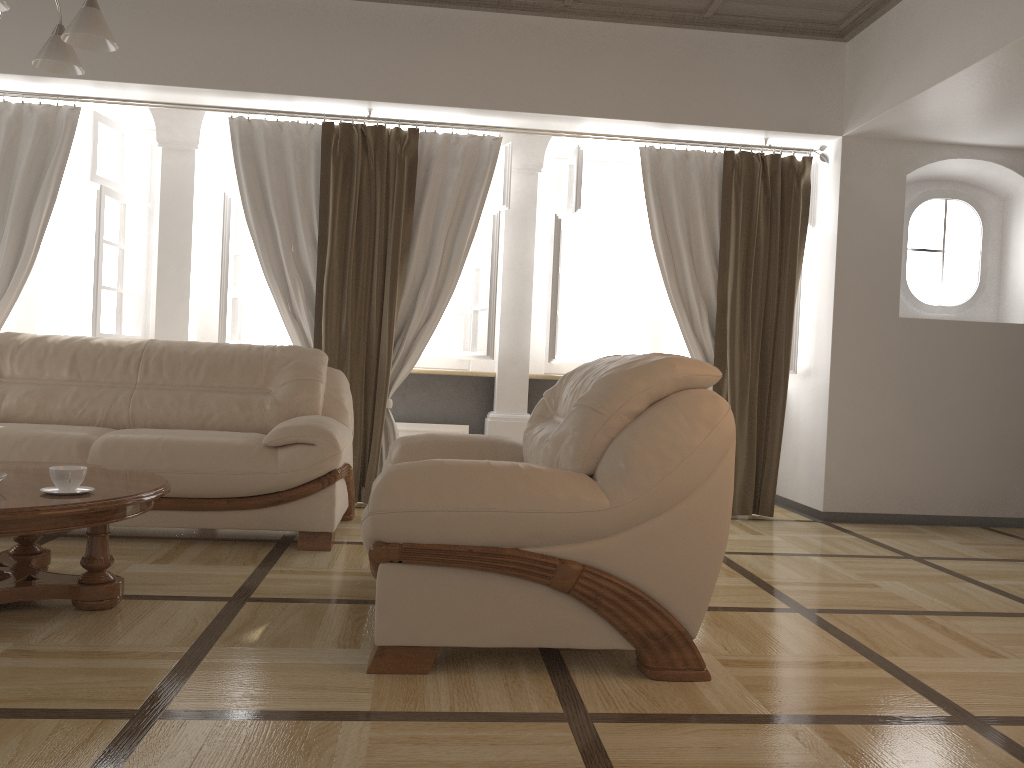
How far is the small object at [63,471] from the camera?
2.6m

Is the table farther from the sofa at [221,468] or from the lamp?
the lamp

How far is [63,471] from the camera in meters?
2.6 m

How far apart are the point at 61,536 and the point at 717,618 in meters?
2.8

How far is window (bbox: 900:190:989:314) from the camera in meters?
5.6

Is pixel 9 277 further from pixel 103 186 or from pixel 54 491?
pixel 54 491

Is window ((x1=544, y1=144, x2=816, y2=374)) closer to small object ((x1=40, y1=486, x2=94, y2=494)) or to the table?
the table

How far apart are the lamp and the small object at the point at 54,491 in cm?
141

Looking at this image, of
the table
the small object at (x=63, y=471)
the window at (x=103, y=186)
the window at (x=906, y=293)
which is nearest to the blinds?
the window at (x=103, y=186)

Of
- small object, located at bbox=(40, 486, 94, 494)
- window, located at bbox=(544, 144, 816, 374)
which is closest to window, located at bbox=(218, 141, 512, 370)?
window, located at bbox=(544, 144, 816, 374)
